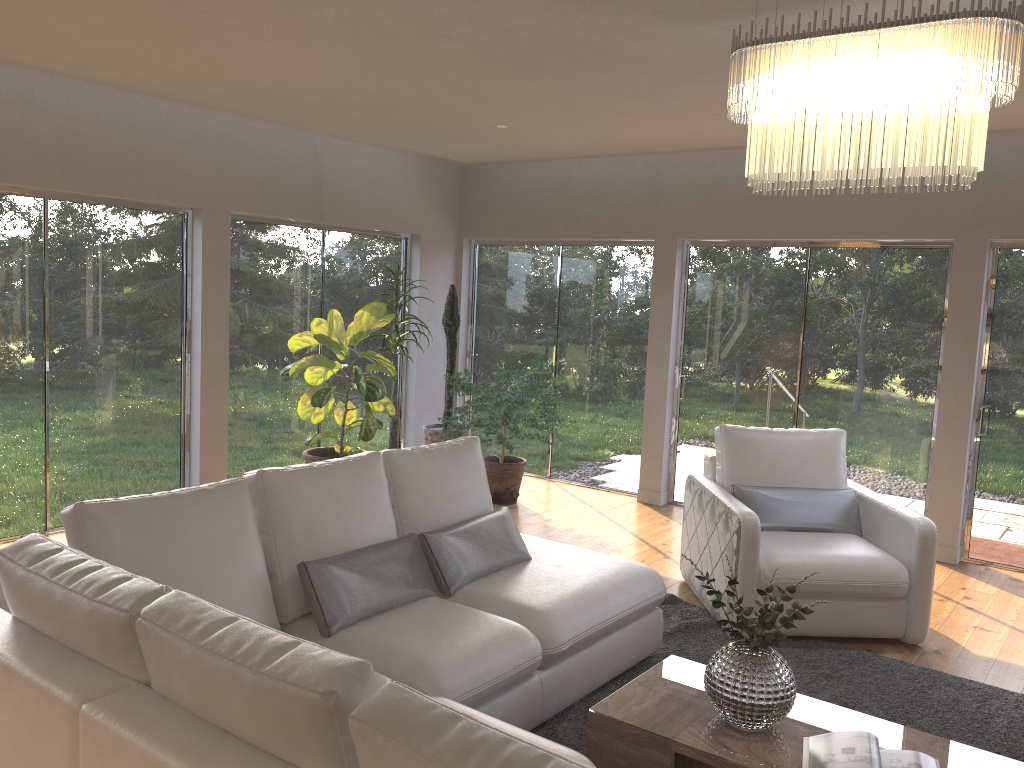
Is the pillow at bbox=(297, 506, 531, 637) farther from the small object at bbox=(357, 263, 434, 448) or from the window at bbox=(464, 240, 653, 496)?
the window at bbox=(464, 240, 653, 496)

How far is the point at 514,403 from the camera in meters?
6.5

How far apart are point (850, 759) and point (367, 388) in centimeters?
424cm

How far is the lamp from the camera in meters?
2.3 m

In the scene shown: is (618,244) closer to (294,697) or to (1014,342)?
(1014,342)

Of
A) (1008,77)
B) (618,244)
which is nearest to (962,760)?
(1008,77)

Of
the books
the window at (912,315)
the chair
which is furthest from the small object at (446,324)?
the books

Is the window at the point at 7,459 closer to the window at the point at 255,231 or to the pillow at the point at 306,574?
the window at the point at 255,231

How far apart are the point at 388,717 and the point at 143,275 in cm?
519

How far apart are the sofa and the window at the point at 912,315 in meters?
3.0 m
